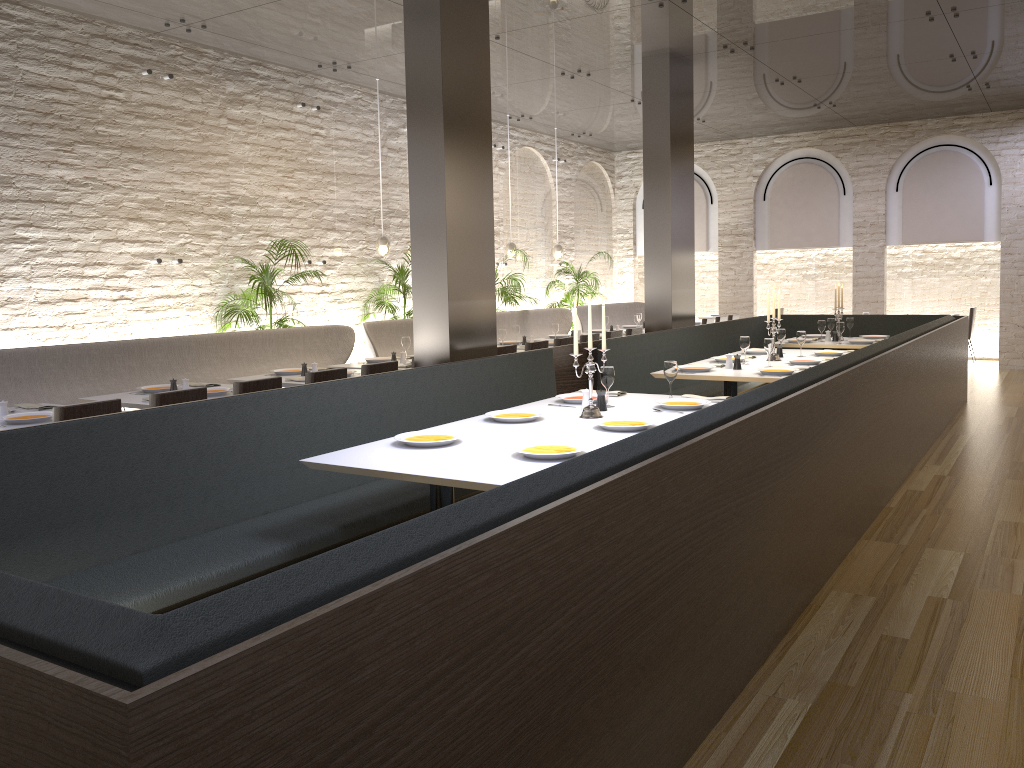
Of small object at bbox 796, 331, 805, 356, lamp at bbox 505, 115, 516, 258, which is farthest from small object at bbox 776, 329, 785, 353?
lamp at bbox 505, 115, 516, 258

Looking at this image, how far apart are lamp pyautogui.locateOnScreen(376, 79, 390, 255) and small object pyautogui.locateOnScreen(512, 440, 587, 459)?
6.8 meters

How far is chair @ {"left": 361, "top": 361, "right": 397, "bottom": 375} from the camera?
6.5m

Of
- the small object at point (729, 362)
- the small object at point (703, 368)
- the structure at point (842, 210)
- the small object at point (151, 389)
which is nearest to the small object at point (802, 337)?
the small object at point (729, 362)

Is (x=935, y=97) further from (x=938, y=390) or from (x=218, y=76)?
(x=218, y=76)

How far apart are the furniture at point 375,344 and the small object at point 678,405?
4.69m

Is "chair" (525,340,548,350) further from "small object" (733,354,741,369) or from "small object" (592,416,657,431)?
"small object" (592,416,657,431)

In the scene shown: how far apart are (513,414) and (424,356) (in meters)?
1.65

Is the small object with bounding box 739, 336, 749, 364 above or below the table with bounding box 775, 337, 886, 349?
above

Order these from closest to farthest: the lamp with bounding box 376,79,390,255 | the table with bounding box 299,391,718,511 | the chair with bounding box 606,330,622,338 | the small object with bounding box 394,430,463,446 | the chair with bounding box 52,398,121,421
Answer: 1. the table with bounding box 299,391,718,511
2. the small object with bounding box 394,430,463,446
3. the chair with bounding box 52,398,121,421
4. the chair with bounding box 606,330,622,338
5. the lamp with bounding box 376,79,390,255
